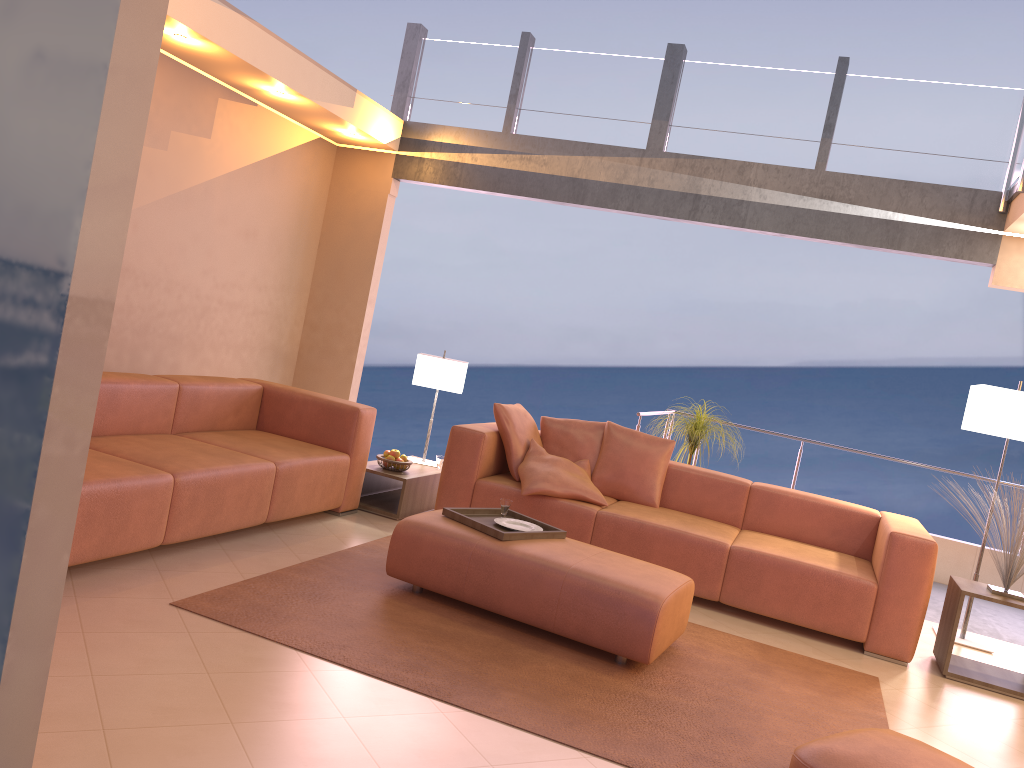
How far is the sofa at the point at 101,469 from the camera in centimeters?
357cm

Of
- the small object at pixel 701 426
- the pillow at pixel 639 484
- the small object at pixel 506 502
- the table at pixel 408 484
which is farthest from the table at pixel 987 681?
the table at pixel 408 484

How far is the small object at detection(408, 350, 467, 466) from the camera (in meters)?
6.01

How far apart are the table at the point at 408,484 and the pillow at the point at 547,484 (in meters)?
0.72

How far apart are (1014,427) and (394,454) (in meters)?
3.66

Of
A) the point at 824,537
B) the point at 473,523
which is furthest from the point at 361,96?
the point at 824,537

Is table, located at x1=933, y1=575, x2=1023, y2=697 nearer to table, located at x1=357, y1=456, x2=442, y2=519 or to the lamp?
the lamp

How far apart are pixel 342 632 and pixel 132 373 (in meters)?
2.07

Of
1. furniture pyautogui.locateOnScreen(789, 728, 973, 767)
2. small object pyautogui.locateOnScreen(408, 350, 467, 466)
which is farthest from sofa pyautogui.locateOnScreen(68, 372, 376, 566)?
furniture pyautogui.locateOnScreen(789, 728, 973, 767)

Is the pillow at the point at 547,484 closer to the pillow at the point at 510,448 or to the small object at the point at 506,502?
the pillow at the point at 510,448
